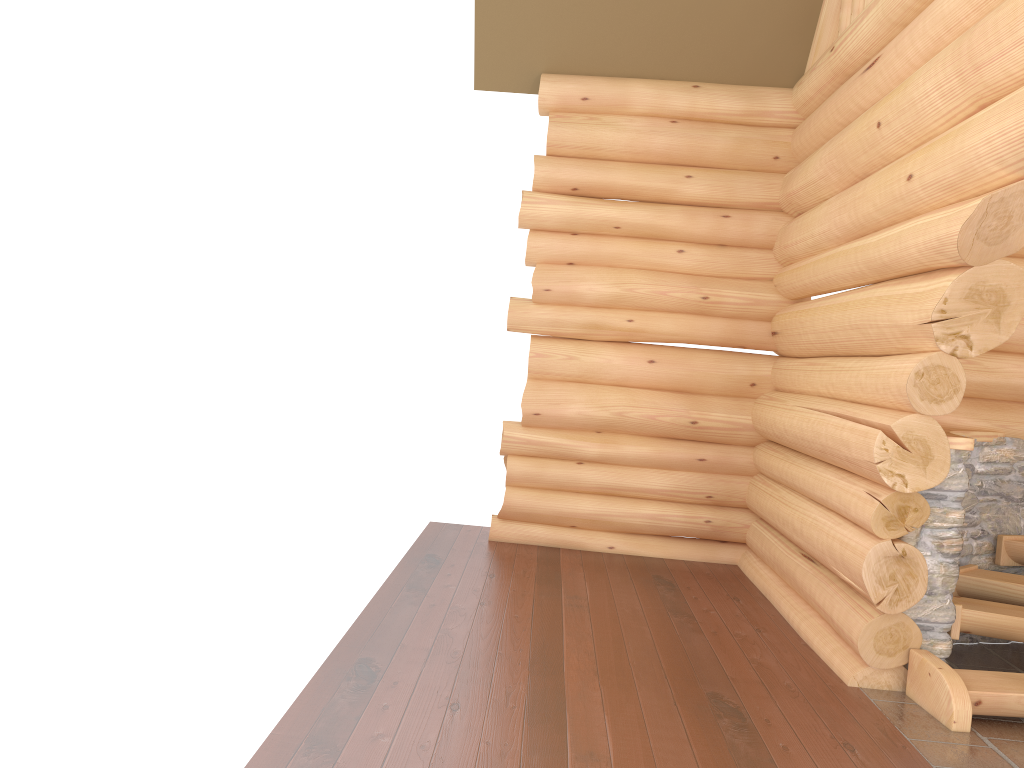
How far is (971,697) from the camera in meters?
4.7

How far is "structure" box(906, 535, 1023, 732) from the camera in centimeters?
469cm

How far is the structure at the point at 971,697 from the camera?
4.7m

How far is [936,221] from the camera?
4.6m
